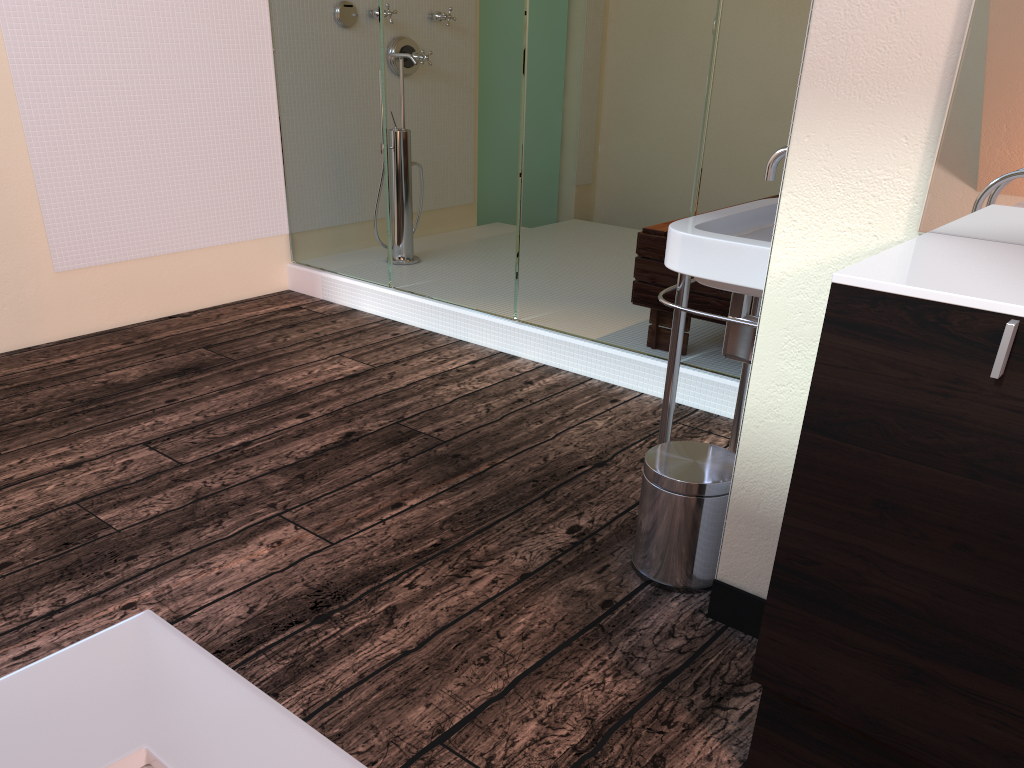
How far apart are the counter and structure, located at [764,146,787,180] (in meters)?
0.68

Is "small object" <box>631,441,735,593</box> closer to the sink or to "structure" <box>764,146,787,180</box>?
the sink

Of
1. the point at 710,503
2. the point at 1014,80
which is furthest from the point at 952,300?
the point at 710,503

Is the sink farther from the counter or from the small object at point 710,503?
the counter

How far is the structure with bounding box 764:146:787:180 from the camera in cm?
193

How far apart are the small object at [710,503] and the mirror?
0.7 meters

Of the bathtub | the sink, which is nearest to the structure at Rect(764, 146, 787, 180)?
the sink

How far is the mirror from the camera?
1.2m

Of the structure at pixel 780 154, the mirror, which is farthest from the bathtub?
the structure at pixel 780 154

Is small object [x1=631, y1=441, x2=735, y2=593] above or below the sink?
below
